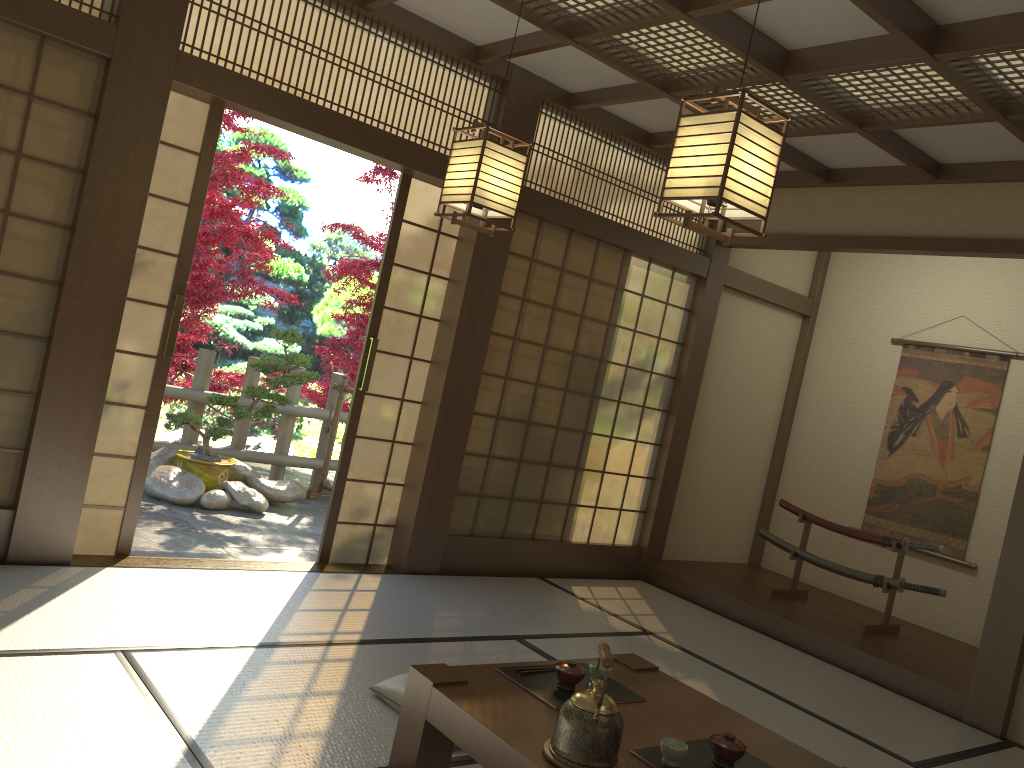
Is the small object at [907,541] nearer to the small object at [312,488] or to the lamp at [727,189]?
the small object at [312,488]

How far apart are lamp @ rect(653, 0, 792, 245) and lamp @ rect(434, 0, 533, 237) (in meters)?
0.94

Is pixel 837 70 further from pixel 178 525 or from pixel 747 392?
pixel 178 525

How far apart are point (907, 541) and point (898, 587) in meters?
0.3

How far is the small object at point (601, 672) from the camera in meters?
2.9

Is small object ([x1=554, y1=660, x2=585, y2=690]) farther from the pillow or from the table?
the pillow

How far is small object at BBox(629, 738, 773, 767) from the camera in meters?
2.4 m

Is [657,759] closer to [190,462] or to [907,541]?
[907,541]

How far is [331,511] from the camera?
4.99m

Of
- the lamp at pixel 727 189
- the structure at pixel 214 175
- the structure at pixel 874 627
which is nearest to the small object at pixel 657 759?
the lamp at pixel 727 189
